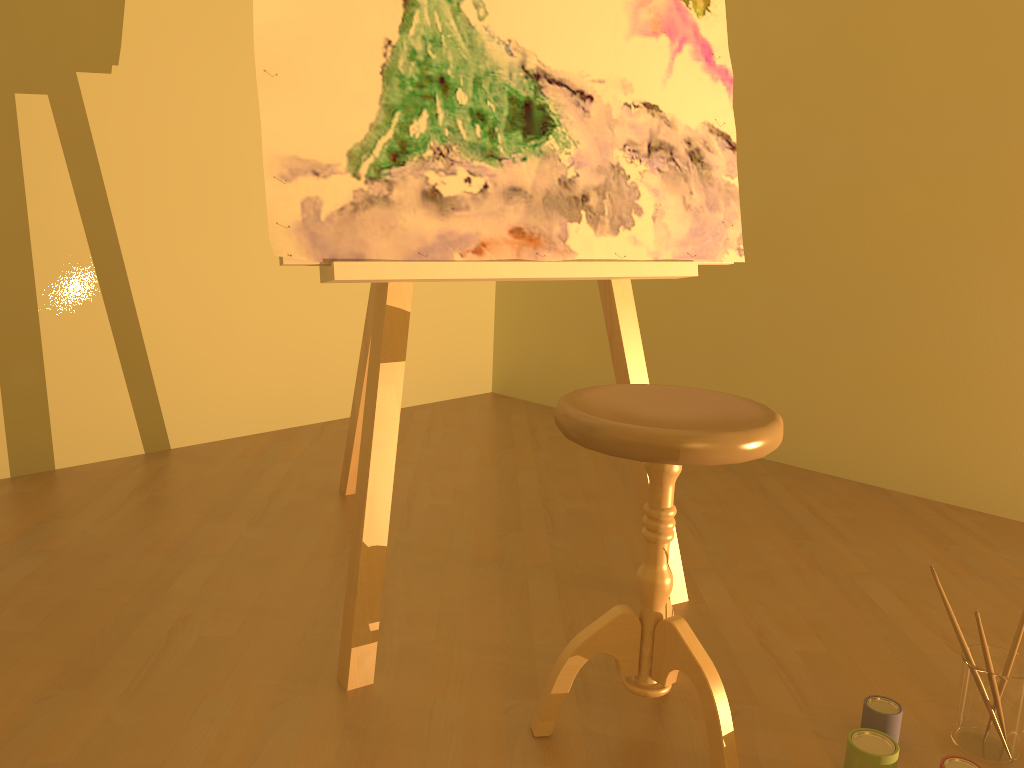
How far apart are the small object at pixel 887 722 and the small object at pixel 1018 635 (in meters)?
0.18

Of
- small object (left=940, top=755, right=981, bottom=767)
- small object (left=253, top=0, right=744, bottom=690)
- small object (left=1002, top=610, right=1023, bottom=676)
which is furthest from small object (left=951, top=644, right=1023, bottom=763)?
small object (left=253, top=0, right=744, bottom=690)

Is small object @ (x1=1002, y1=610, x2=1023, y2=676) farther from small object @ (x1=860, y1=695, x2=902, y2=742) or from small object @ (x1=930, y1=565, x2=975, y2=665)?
small object @ (x1=860, y1=695, x2=902, y2=742)

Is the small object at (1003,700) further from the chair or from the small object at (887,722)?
the chair

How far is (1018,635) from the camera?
1.4 meters

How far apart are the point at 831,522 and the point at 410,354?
1.81m

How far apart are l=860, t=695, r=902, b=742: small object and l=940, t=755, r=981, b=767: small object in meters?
0.1 m

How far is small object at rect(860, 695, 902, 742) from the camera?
1.4 meters

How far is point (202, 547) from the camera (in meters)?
2.14

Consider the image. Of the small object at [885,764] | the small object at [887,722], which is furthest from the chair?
the small object at [887,722]
